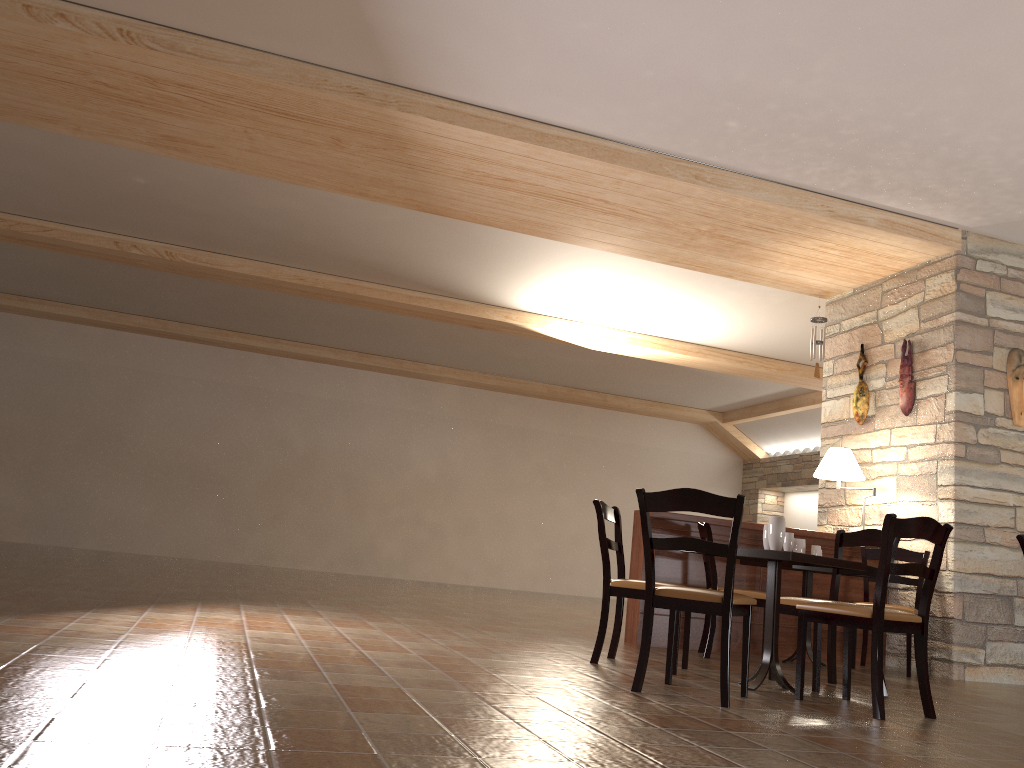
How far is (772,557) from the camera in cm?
399

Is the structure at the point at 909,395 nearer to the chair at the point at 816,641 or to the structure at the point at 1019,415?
the structure at the point at 1019,415

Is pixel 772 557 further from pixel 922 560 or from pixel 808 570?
pixel 922 560

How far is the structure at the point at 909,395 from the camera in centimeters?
670cm

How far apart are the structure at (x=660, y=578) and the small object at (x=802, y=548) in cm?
35

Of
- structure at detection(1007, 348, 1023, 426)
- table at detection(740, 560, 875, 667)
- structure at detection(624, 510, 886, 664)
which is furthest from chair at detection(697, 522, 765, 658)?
structure at detection(1007, 348, 1023, 426)

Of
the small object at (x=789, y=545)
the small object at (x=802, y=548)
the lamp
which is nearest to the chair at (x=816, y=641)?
the small object at (x=789, y=545)

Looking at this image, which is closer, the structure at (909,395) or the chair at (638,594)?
the chair at (638,594)

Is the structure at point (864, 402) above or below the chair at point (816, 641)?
above

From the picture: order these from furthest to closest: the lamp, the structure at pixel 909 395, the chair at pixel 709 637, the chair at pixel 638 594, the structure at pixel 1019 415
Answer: the structure at pixel 909 395 < the lamp < the structure at pixel 1019 415 < the chair at pixel 709 637 < the chair at pixel 638 594
